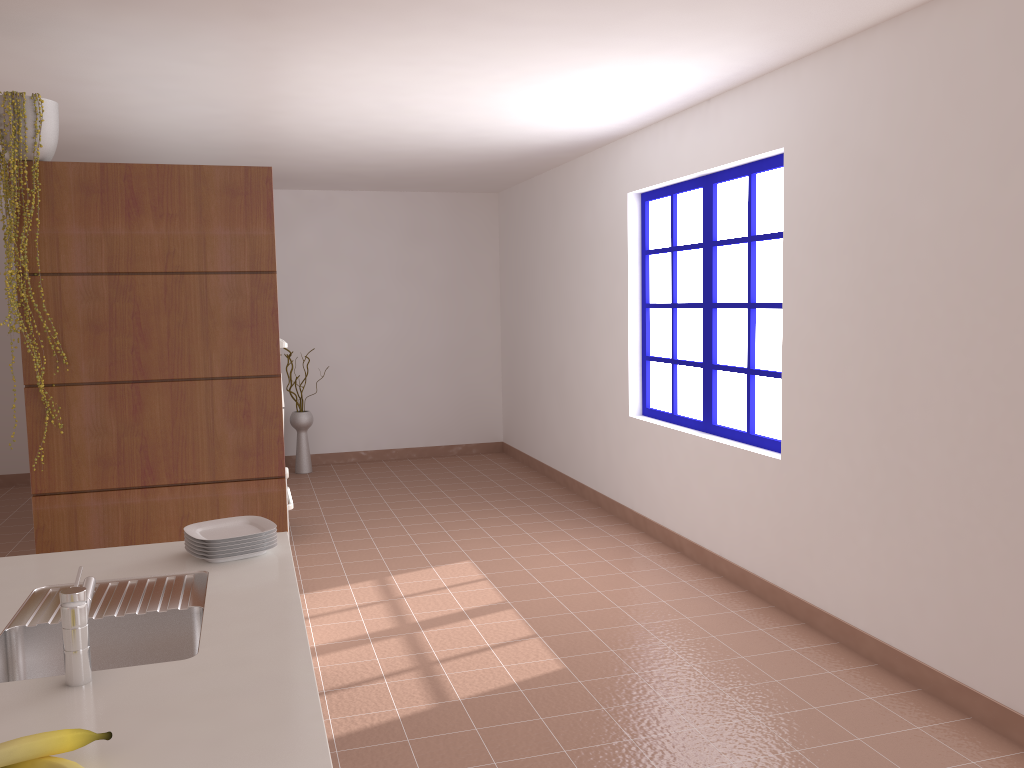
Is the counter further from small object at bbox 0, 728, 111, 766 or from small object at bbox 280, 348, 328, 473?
small object at bbox 280, 348, 328, 473

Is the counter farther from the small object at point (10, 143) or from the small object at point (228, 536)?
the small object at point (10, 143)

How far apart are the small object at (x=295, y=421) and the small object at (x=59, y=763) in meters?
6.5 m

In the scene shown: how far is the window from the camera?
4.47m

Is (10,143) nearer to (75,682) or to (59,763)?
(75,682)

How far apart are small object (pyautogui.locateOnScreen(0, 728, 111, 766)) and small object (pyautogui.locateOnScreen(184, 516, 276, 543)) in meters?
1.0 m

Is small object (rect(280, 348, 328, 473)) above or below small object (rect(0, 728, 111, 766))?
below

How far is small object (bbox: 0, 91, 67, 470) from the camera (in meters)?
3.06

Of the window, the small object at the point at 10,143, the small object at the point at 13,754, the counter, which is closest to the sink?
the counter

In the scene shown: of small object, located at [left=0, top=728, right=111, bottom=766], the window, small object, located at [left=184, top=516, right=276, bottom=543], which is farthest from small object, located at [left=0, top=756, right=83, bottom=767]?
the window
